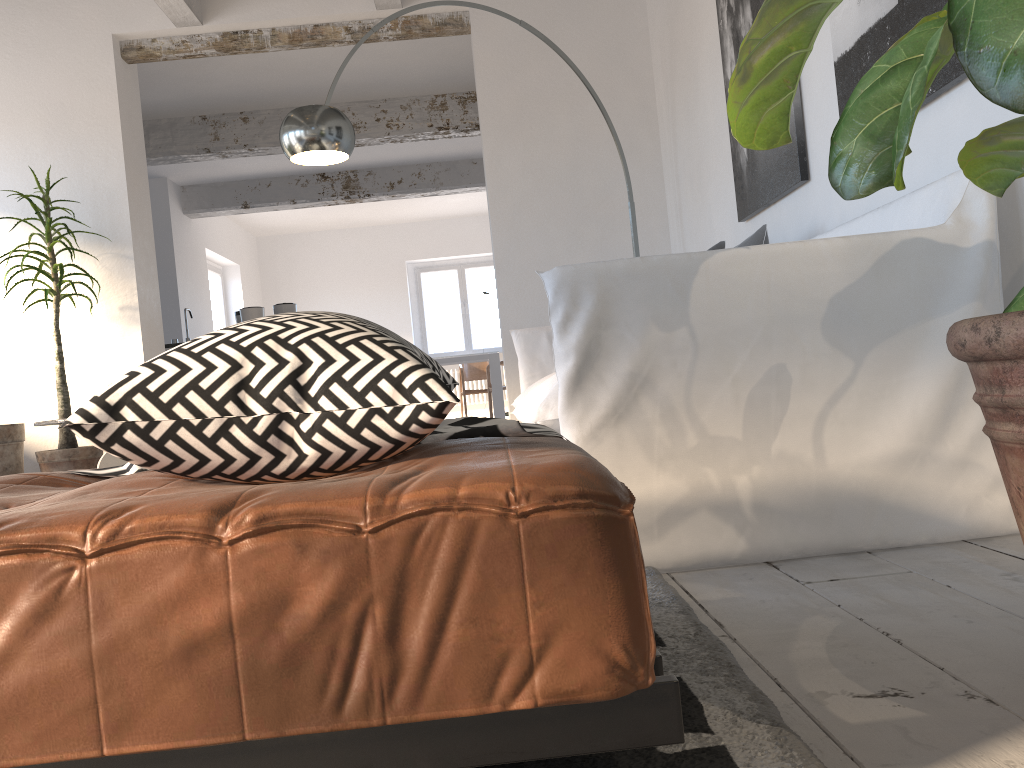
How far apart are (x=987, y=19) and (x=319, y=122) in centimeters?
319cm

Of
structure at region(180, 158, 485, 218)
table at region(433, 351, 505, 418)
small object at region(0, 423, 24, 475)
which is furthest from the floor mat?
table at region(433, 351, 505, 418)

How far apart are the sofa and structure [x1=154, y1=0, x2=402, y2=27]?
2.5 meters

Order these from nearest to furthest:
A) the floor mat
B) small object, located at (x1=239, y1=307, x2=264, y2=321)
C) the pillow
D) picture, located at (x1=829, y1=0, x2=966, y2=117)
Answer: the floor mat → picture, located at (x1=829, y1=0, x2=966, y2=117) → the pillow → small object, located at (x1=239, y1=307, x2=264, y2=321)

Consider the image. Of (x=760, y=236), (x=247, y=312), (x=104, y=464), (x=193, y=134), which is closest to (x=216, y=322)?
(x=193, y=134)

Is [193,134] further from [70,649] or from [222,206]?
[70,649]

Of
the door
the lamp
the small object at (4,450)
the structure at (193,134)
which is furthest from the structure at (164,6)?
the door

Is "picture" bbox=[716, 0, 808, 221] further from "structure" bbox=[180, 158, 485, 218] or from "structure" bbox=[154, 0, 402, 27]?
"structure" bbox=[180, 158, 485, 218]

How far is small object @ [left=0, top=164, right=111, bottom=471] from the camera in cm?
467

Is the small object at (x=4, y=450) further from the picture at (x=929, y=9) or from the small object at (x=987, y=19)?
the small object at (x=987, y=19)
